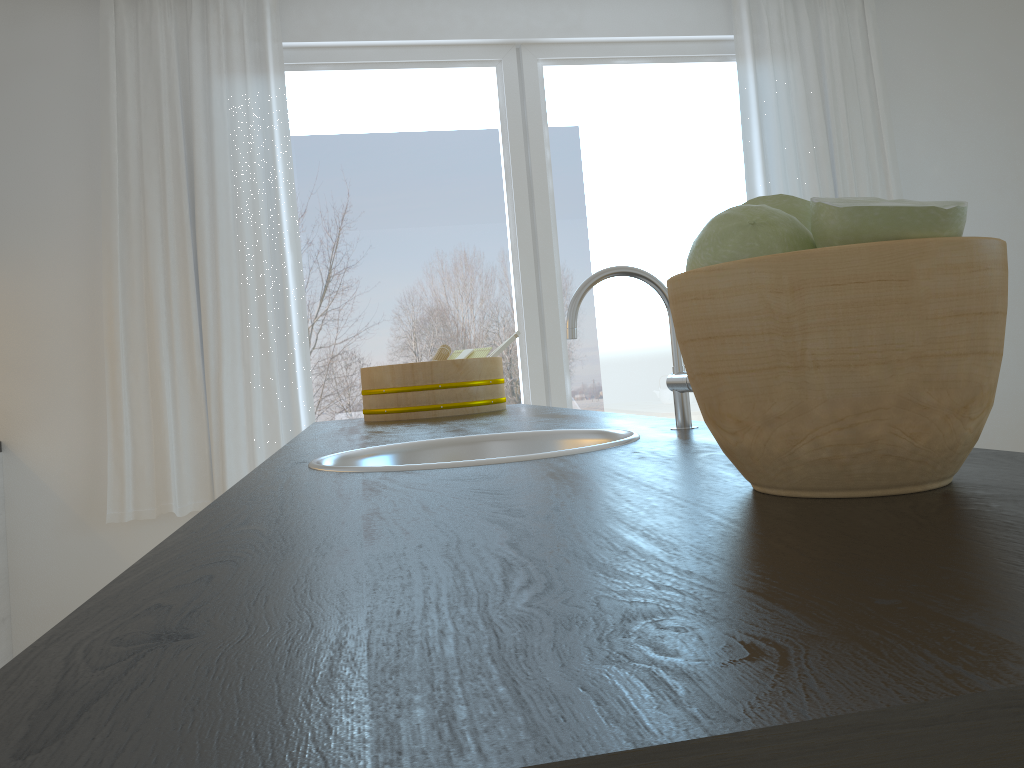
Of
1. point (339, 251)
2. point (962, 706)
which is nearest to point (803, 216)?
point (962, 706)

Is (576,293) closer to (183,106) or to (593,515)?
(593,515)

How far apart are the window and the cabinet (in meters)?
1.24

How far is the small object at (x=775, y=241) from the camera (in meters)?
0.53

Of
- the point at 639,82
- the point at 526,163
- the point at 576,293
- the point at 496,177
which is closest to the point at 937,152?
the point at 639,82

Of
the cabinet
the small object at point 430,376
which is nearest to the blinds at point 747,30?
the small object at point 430,376

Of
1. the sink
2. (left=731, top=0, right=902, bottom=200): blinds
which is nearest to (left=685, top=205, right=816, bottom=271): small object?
the sink

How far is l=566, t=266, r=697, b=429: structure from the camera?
1.1 meters

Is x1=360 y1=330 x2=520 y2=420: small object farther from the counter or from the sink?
the sink

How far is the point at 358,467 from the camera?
0.93m
